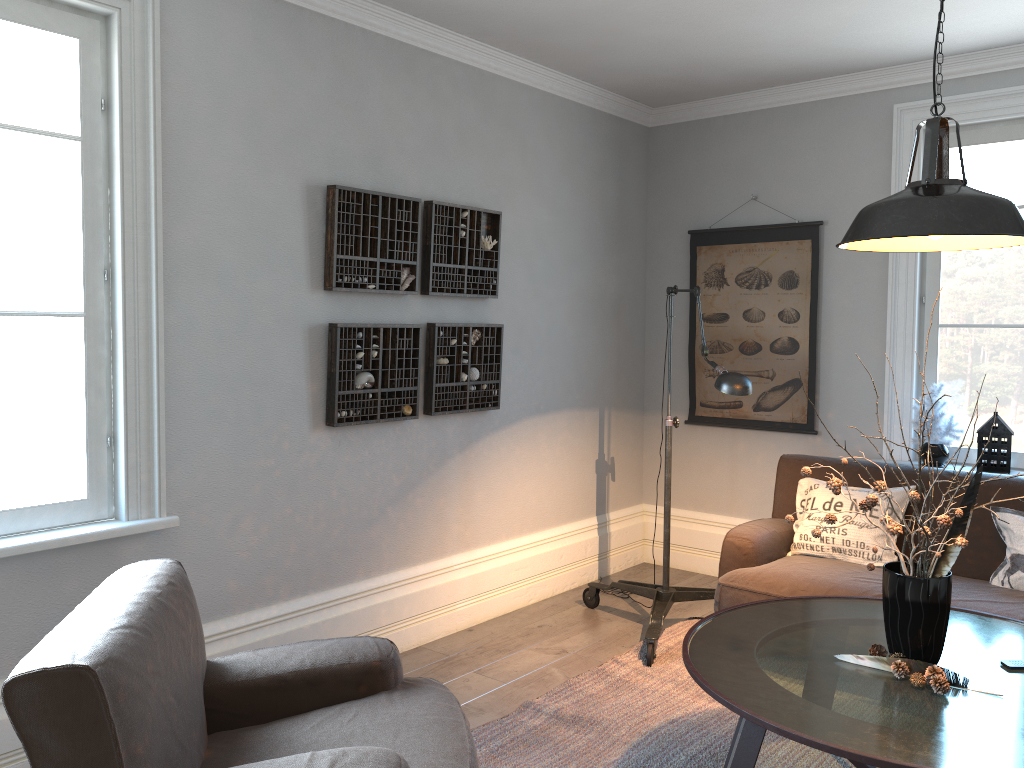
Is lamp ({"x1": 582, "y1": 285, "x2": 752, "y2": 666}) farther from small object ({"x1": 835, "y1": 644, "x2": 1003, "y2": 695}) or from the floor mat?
small object ({"x1": 835, "y1": 644, "x2": 1003, "y2": 695})

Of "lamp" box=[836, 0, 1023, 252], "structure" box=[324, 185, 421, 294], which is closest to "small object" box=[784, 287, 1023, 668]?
"lamp" box=[836, 0, 1023, 252]

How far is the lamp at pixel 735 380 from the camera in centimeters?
345cm

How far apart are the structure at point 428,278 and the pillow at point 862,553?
1.7 meters

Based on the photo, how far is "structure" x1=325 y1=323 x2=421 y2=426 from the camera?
3.54m

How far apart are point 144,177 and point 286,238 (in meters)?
0.60

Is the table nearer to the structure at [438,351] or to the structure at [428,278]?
the structure at [438,351]

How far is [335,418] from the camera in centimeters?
354cm

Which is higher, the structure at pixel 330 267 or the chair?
the structure at pixel 330 267

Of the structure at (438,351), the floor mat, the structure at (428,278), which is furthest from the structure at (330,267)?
the floor mat
